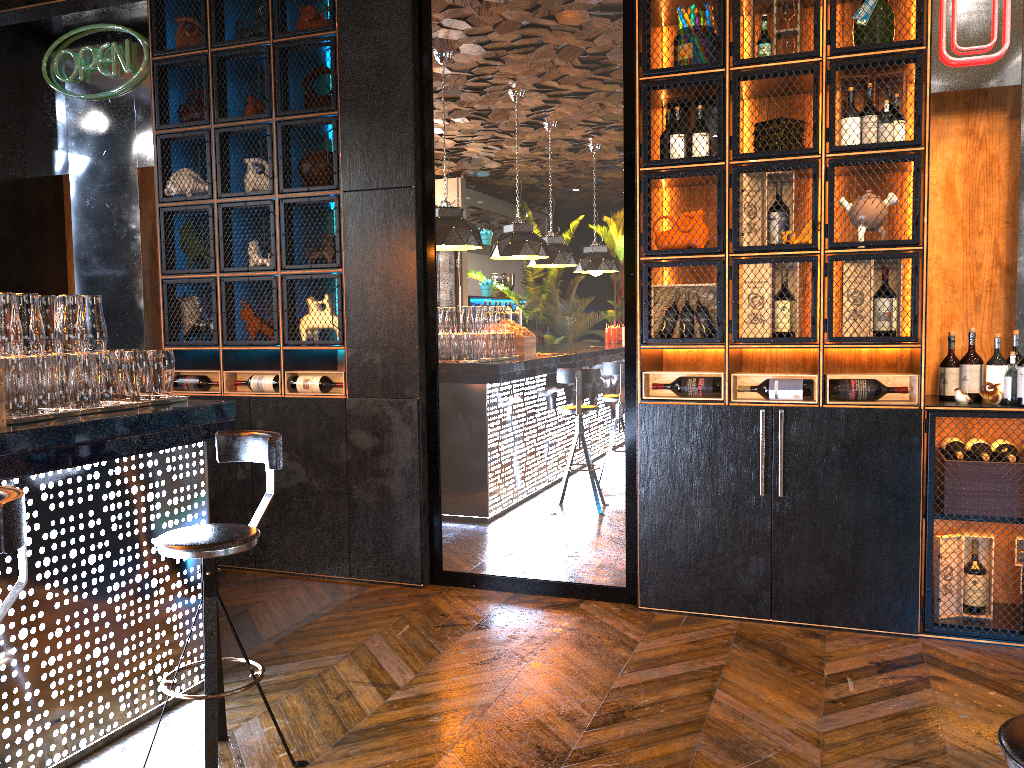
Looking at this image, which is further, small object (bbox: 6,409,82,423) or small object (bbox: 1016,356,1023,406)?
small object (bbox: 1016,356,1023,406)

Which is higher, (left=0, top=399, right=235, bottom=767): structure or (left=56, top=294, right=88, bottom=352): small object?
(left=56, top=294, right=88, bottom=352): small object

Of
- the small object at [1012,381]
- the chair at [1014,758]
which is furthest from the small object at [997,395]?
the chair at [1014,758]

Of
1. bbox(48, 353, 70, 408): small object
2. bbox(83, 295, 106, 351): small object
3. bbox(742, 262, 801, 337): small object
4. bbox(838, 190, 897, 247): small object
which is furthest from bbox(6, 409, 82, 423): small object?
bbox(838, 190, 897, 247): small object

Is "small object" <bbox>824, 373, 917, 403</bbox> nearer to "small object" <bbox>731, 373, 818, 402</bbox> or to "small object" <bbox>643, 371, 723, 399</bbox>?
"small object" <bbox>731, 373, 818, 402</bbox>

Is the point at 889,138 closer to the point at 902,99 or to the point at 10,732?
→ the point at 902,99

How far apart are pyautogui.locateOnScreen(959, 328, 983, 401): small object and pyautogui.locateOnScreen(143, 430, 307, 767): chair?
3.11m

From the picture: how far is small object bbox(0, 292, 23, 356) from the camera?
2.88m

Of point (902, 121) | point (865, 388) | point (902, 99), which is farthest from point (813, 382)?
point (902, 99)

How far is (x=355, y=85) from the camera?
4.8 meters
